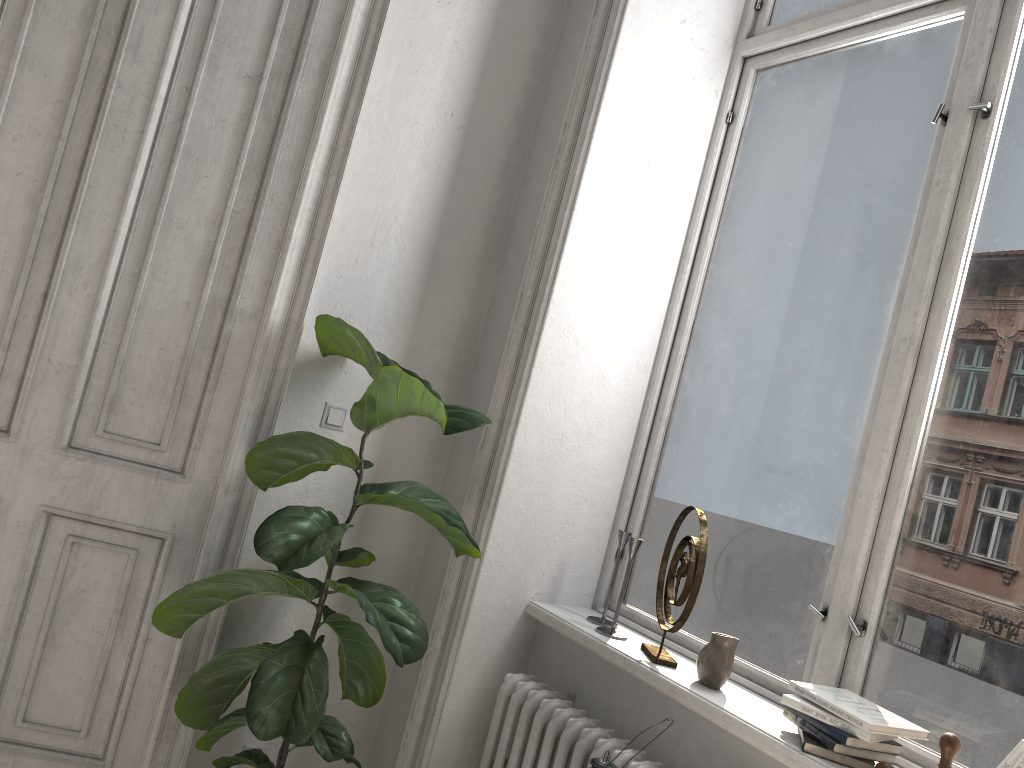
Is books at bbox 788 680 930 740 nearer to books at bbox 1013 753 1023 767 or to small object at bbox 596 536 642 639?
books at bbox 1013 753 1023 767

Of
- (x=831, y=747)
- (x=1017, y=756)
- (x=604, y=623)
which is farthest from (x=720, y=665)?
(x=1017, y=756)

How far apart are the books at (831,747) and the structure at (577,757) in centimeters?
35cm

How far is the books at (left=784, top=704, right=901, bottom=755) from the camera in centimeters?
183cm

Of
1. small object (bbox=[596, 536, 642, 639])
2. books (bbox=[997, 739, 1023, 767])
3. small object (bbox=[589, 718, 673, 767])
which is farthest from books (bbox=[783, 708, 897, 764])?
small object (bbox=[596, 536, 642, 639])

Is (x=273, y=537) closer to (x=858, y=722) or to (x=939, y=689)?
(x=858, y=722)

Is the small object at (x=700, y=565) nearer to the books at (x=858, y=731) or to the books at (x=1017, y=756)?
the books at (x=858, y=731)

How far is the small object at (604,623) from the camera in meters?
2.7

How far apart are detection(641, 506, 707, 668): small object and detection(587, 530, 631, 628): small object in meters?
0.1 m

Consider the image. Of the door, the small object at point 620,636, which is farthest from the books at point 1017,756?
the door
